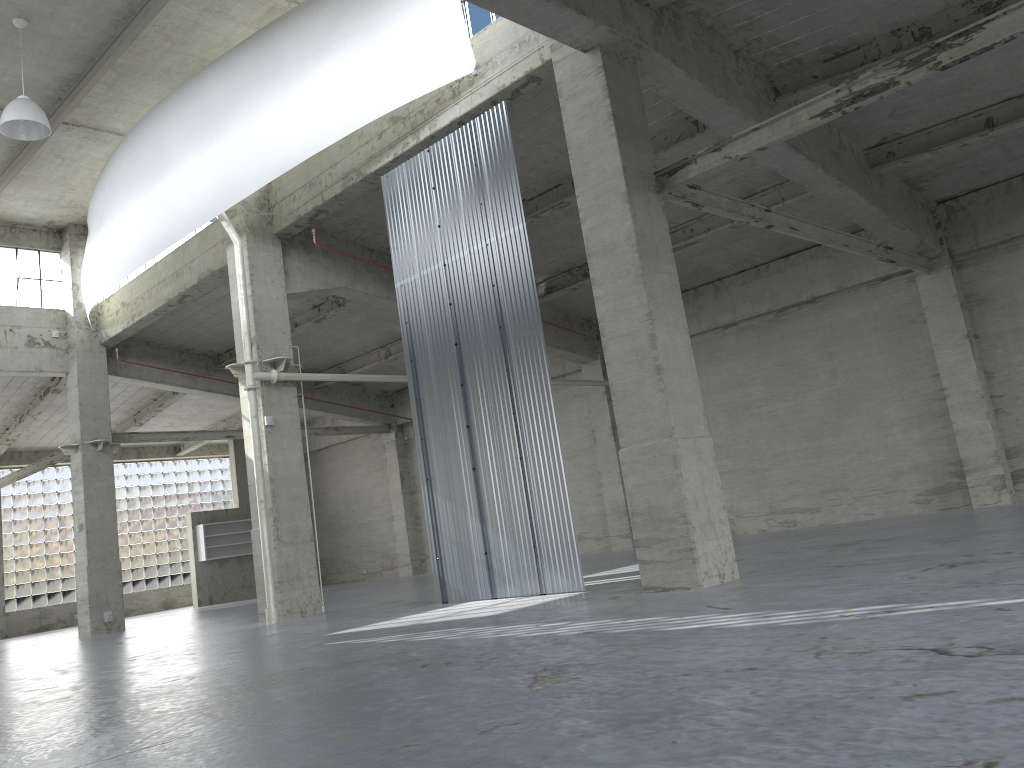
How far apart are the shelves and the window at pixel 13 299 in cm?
1529

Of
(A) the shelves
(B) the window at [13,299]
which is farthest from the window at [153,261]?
(A) the shelves

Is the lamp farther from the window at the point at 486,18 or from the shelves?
the shelves

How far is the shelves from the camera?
44.8 meters

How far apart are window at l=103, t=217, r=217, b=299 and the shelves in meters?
16.4 m

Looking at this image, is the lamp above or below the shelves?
above

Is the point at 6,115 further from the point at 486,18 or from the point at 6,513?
the point at 6,513

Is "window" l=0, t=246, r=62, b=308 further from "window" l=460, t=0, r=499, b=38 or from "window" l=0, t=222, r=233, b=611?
"window" l=460, t=0, r=499, b=38

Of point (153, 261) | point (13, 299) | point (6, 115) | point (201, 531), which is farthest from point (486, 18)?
point (201, 531)

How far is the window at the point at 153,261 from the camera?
31.2m
